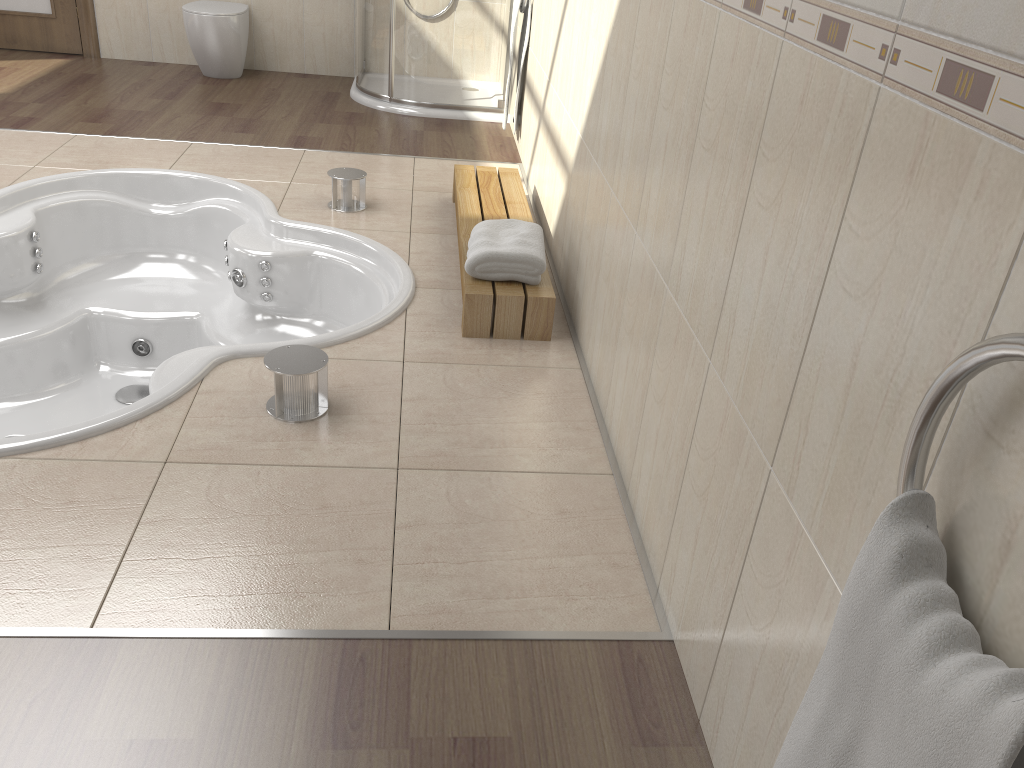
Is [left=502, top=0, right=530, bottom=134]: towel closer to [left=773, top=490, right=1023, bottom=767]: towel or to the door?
the door

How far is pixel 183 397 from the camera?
2.2m

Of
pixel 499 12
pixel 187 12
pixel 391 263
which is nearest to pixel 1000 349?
pixel 391 263

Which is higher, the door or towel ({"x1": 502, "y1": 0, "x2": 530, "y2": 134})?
towel ({"x1": 502, "y1": 0, "x2": 530, "y2": 134})

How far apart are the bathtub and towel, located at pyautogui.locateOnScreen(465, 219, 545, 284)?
0.25m

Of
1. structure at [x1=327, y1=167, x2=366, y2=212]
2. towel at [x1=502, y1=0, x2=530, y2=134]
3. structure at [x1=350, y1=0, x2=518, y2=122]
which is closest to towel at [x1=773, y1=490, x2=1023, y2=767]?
structure at [x1=327, y1=167, x2=366, y2=212]

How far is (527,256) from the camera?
2.54m

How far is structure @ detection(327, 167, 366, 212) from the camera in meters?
3.4

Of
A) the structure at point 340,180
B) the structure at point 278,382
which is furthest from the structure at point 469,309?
the structure at point 278,382

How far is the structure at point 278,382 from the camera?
2.1 meters
